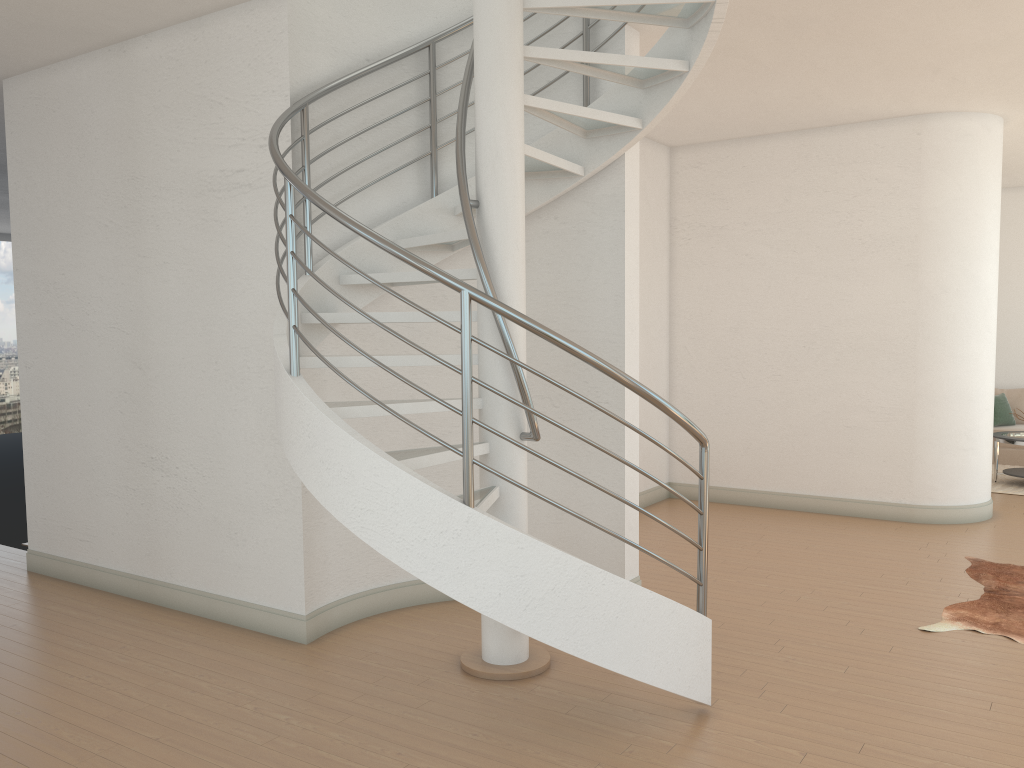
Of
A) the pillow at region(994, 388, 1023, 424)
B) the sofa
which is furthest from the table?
the pillow at region(994, 388, 1023, 424)

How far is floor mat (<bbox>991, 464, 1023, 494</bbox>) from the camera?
8.9 meters

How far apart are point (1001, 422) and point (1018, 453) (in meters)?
0.43

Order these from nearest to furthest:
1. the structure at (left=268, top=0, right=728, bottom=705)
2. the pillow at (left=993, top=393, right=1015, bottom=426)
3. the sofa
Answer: the structure at (left=268, top=0, right=728, bottom=705) → the sofa → the pillow at (left=993, top=393, right=1015, bottom=426)

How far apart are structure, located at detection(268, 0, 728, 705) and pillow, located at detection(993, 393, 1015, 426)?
7.9m

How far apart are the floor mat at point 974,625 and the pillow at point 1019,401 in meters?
5.6 m

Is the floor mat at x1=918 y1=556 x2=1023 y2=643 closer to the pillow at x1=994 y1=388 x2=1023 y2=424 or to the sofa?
the sofa

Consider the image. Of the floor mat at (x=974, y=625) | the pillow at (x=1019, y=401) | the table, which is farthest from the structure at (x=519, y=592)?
the pillow at (x=1019, y=401)

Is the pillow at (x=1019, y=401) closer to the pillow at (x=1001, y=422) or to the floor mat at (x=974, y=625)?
the pillow at (x=1001, y=422)

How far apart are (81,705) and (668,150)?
6.76m
